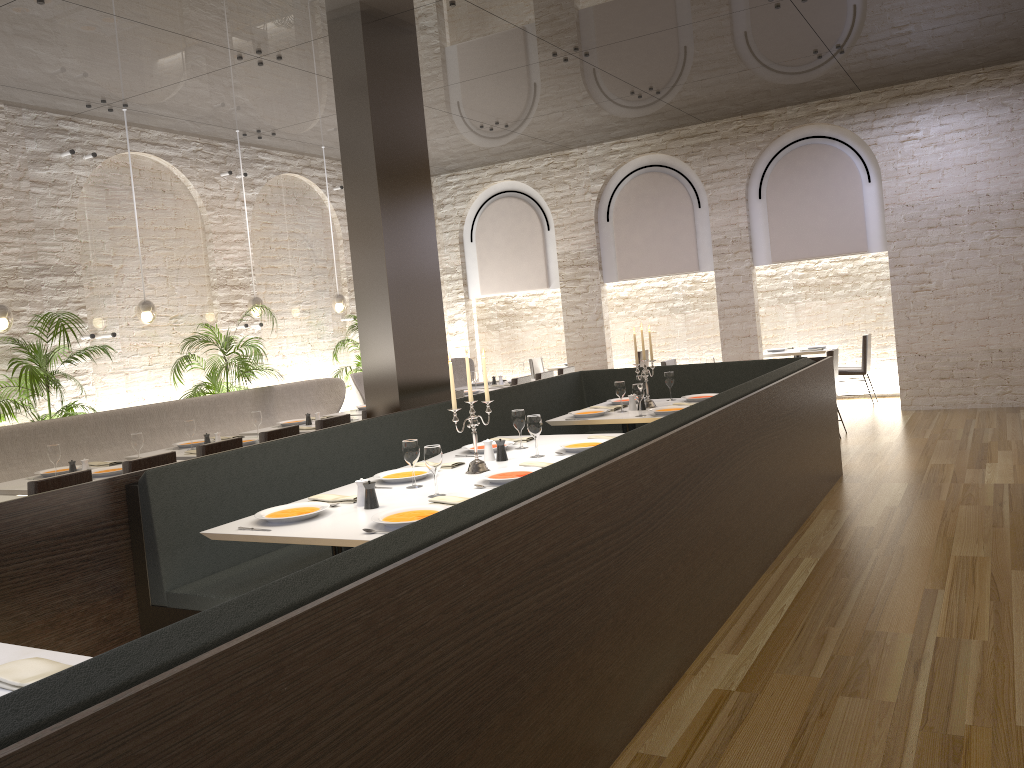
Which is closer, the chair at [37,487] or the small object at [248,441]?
the chair at [37,487]

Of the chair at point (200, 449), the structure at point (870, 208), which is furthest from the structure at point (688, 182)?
the chair at point (200, 449)

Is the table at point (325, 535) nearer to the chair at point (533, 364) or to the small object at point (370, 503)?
the small object at point (370, 503)

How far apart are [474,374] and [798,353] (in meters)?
4.42

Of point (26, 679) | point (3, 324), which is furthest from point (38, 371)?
point (26, 679)

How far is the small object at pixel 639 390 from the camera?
6.26m

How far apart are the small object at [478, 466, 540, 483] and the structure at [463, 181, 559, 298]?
8.71m

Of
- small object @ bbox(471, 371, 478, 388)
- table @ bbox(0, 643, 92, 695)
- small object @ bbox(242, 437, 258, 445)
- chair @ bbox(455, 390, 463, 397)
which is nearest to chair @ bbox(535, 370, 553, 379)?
small object @ bbox(471, 371, 478, 388)

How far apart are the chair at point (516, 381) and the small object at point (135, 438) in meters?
4.3

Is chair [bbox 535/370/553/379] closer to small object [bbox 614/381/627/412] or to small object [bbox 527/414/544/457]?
small object [bbox 614/381/627/412]
